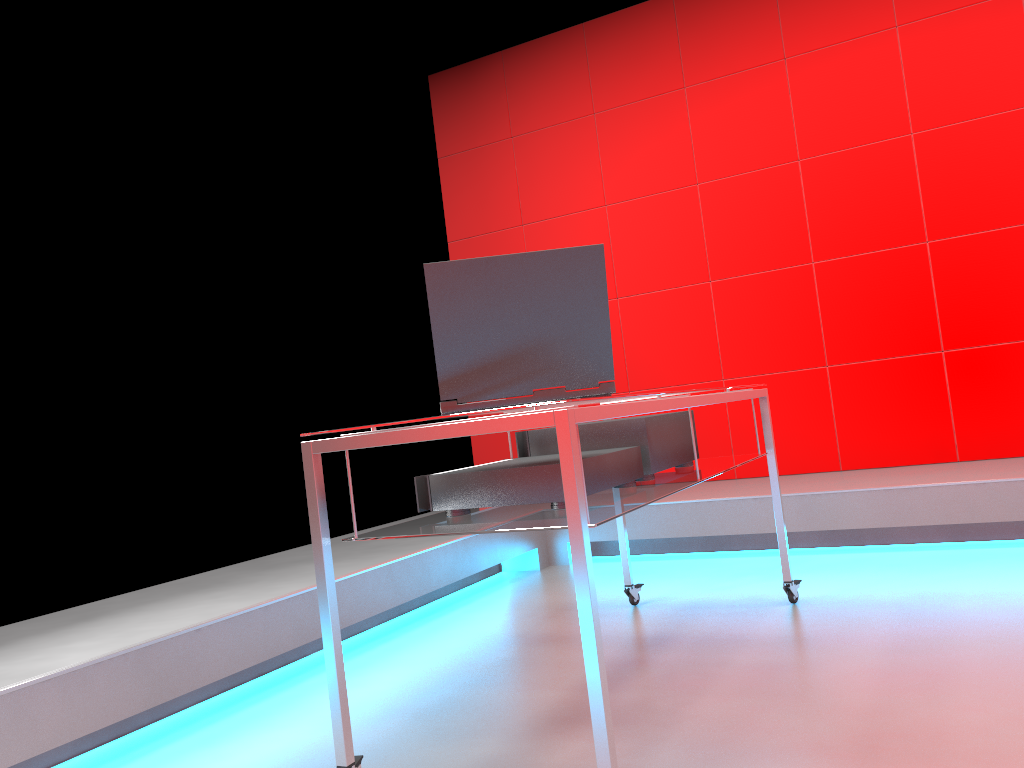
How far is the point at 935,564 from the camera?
3.1m

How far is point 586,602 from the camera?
1.4 meters

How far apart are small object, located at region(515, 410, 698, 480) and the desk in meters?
0.0 m

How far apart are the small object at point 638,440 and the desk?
0.0m

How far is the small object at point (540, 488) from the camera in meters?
1.8 m

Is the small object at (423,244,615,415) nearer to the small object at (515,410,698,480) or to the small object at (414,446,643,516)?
the small object at (414,446,643,516)

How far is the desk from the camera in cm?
140

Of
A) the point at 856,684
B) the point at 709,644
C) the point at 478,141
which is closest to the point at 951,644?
the point at 856,684

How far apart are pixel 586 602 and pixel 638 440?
0.85m

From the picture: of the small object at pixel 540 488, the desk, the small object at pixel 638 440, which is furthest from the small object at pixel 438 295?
the small object at pixel 638 440
